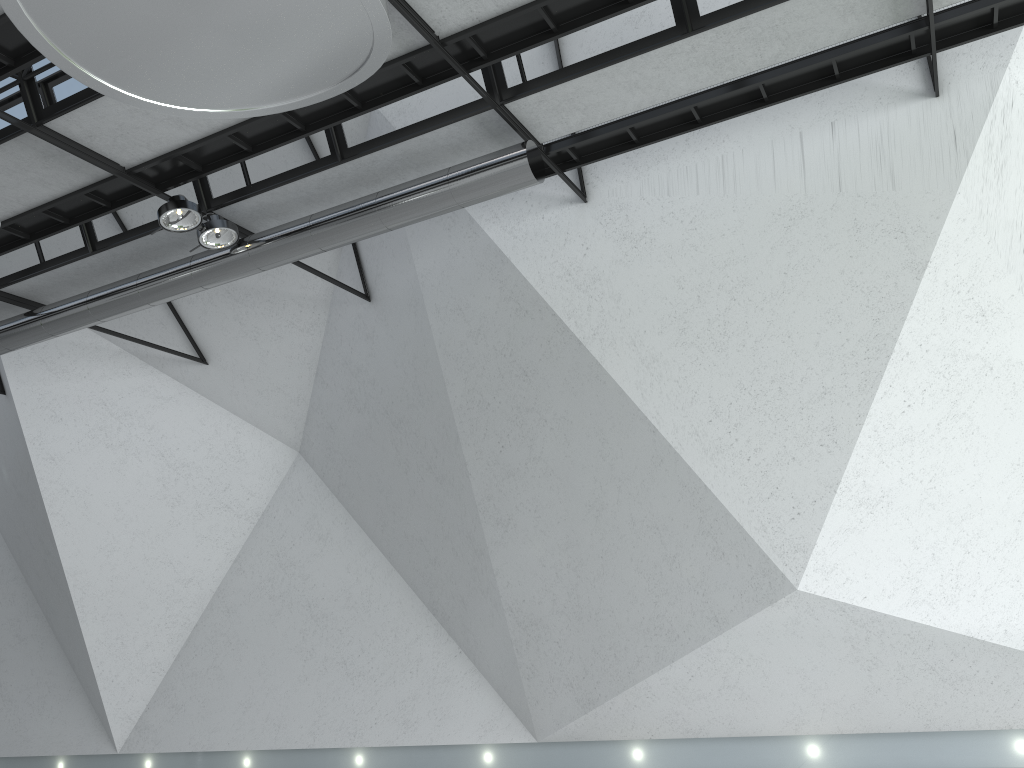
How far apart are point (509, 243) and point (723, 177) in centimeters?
1211cm
